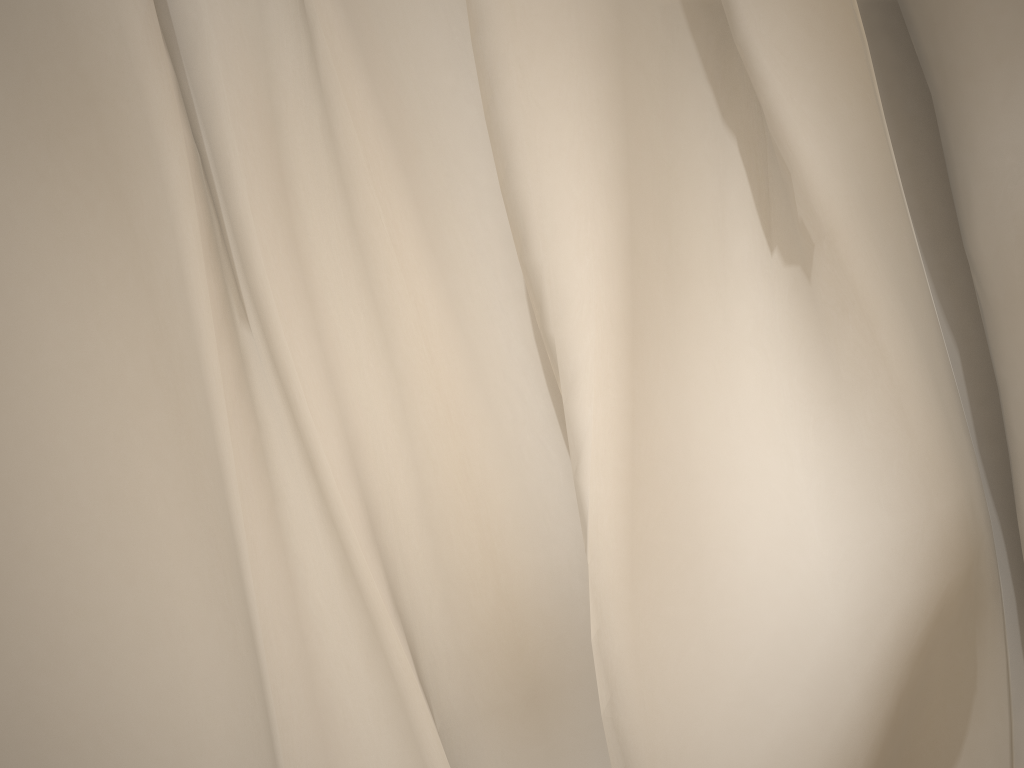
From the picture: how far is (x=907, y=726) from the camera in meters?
0.4 m

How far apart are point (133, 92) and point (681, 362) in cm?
29

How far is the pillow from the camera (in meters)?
0.40

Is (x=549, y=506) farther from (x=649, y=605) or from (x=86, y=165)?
(x=86, y=165)

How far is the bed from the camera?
0.4 meters

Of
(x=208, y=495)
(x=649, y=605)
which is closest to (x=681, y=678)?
(x=649, y=605)

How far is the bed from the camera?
0.40m

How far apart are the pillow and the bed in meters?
0.0
